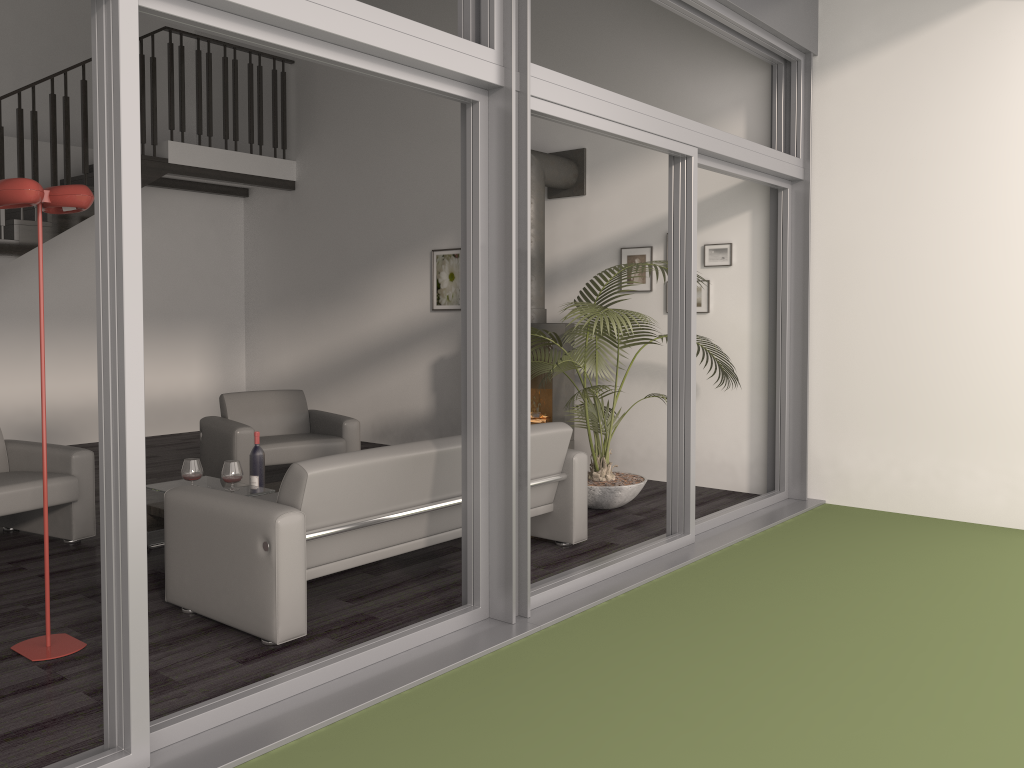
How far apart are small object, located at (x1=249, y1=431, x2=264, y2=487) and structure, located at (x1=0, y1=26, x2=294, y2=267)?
3.88m

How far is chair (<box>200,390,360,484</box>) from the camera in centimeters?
611cm

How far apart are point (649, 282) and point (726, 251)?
0.7 meters

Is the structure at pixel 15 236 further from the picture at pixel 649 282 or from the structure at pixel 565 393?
the picture at pixel 649 282

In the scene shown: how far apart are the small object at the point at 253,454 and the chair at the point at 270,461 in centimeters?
95cm

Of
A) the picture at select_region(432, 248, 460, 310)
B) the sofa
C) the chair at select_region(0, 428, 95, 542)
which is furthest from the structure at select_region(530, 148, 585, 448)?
the chair at select_region(0, 428, 95, 542)

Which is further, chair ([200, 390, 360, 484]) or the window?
→ chair ([200, 390, 360, 484])

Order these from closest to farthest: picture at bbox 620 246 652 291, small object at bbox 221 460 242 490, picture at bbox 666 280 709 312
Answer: small object at bbox 221 460 242 490 < picture at bbox 666 280 709 312 < picture at bbox 620 246 652 291

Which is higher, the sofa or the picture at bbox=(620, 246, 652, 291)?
the picture at bbox=(620, 246, 652, 291)

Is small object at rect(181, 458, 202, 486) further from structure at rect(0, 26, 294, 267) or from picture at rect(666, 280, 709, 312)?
structure at rect(0, 26, 294, 267)
